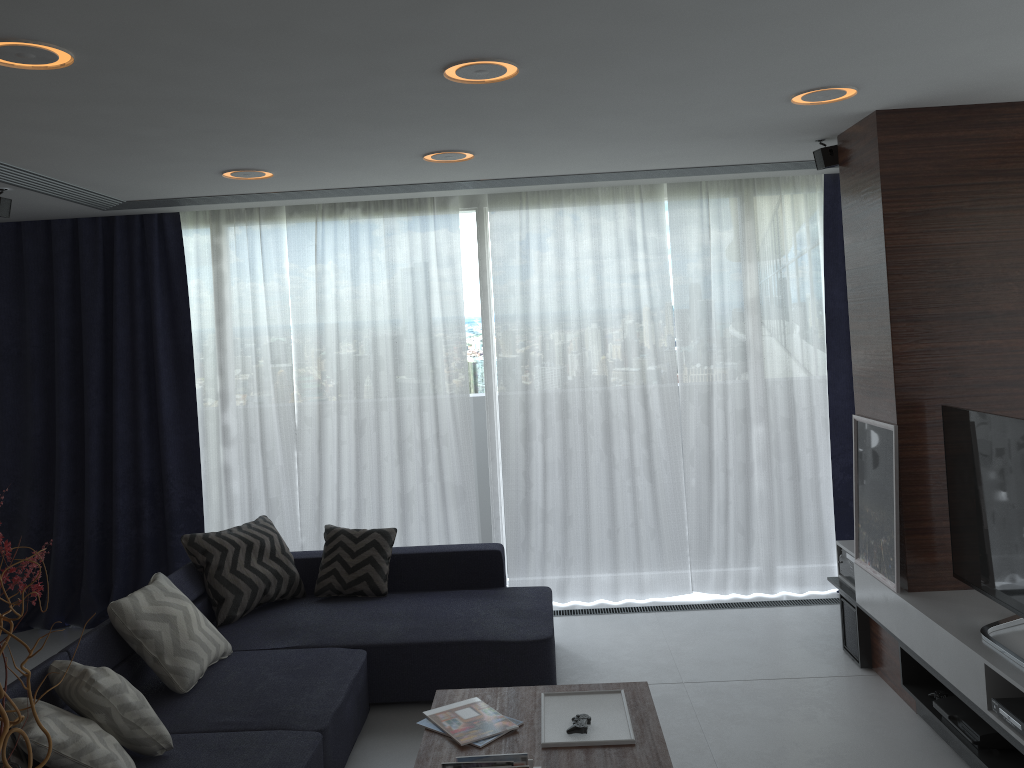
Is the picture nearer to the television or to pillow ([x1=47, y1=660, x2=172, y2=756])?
the television

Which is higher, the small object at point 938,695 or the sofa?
the sofa

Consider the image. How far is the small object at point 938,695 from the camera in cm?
357

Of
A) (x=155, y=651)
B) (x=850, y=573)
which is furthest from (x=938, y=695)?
(x=155, y=651)

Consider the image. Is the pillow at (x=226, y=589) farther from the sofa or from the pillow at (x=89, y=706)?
the pillow at (x=89, y=706)

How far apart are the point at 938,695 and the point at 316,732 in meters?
2.5

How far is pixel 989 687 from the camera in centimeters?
304cm

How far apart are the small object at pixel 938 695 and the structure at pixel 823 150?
2.4m

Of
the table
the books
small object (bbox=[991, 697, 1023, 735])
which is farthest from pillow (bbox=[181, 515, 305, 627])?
small object (bbox=[991, 697, 1023, 735])

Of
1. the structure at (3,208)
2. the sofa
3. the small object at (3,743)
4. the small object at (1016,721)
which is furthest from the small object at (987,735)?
the structure at (3,208)
